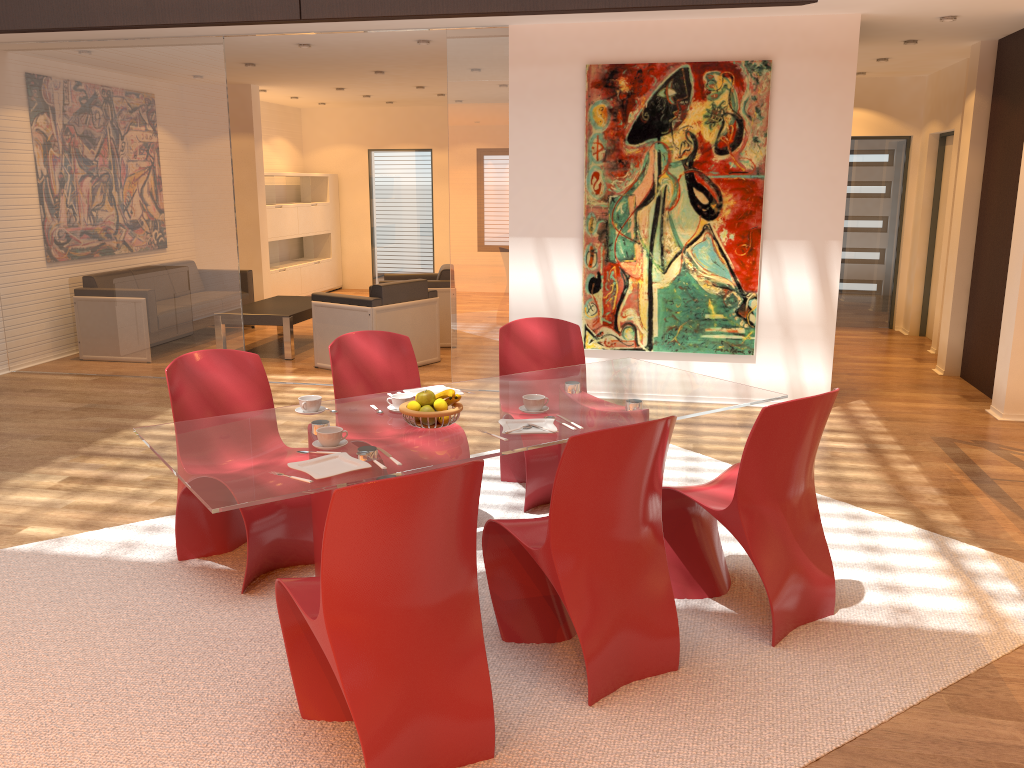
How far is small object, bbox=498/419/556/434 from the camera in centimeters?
321cm

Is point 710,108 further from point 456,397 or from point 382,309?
point 456,397

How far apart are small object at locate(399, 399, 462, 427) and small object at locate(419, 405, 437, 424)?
0.1 meters

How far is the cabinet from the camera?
11.6m

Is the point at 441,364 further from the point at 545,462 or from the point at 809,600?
the point at 809,600

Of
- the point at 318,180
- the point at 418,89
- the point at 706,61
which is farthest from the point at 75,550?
the point at 318,180

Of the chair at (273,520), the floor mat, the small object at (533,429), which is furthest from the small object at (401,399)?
the floor mat

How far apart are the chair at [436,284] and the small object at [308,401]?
5.34m

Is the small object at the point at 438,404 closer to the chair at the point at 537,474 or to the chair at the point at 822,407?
the chair at the point at 822,407

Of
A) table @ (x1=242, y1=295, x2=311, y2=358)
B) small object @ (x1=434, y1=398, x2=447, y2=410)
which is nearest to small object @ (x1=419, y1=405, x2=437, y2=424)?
small object @ (x1=434, y1=398, x2=447, y2=410)
